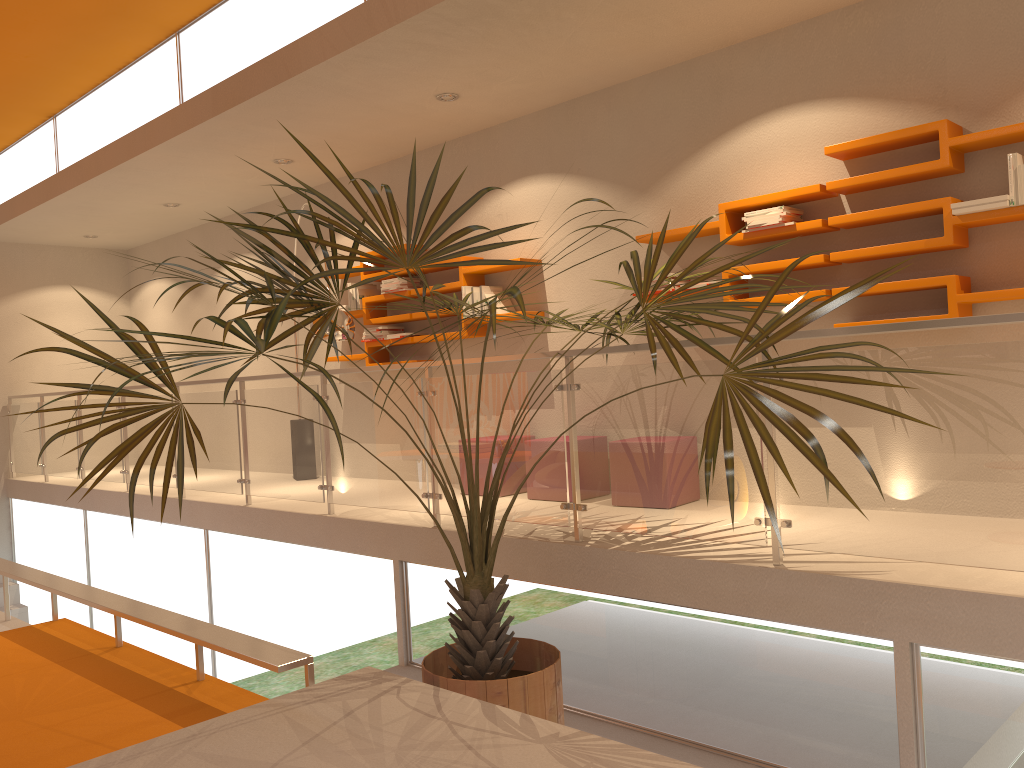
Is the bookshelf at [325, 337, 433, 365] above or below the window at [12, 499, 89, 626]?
above

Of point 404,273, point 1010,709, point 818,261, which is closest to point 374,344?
point 404,273

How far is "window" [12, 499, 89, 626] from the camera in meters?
8.5

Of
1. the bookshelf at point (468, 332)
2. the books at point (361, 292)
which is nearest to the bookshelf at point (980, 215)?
the bookshelf at point (468, 332)

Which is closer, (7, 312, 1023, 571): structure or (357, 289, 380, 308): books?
(7, 312, 1023, 571): structure

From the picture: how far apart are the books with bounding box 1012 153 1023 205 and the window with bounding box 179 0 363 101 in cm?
356

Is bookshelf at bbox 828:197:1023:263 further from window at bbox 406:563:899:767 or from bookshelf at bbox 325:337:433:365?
bookshelf at bbox 325:337:433:365

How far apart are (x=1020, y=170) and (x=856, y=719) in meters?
2.4 m

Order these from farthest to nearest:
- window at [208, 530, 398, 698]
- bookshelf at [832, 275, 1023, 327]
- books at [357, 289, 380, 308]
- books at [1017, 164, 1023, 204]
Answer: books at [357, 289, 380, 308]
window at [208, 530, 398, 698]
bookshelf at [832, 275, 1023, 327]
books at [1017, 164, 1023, 204]

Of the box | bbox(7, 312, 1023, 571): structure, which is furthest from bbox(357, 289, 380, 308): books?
the box
